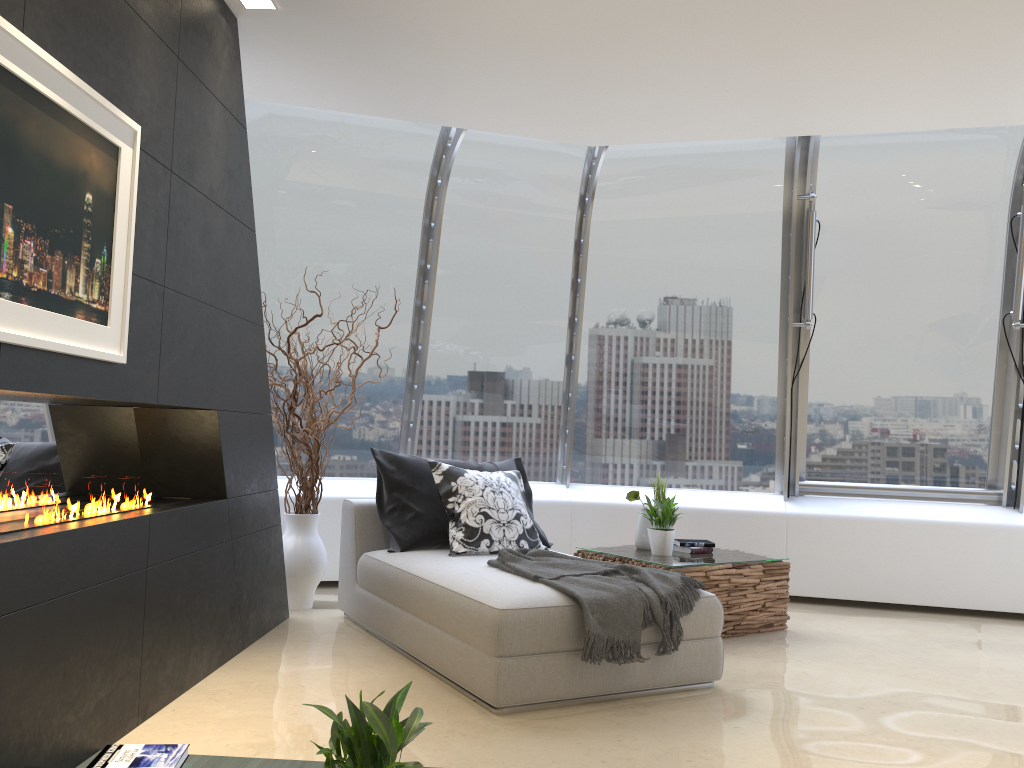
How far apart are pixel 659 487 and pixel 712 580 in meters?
0.8

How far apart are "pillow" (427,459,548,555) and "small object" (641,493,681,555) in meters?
0.8 m

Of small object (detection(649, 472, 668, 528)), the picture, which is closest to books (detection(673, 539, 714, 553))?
small object (detection(649, 472, 668, 528))

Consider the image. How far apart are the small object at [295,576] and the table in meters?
1.6

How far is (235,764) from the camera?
2.83m

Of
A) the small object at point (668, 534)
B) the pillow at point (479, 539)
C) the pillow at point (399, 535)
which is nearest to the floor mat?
the pillow at point (479, 539)

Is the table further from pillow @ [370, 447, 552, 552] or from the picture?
the picture

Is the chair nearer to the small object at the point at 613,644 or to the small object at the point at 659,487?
the small object at the point at 613,644

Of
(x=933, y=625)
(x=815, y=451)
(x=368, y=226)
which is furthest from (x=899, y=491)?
(x=368, y=226)

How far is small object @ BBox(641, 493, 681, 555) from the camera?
5.2m
